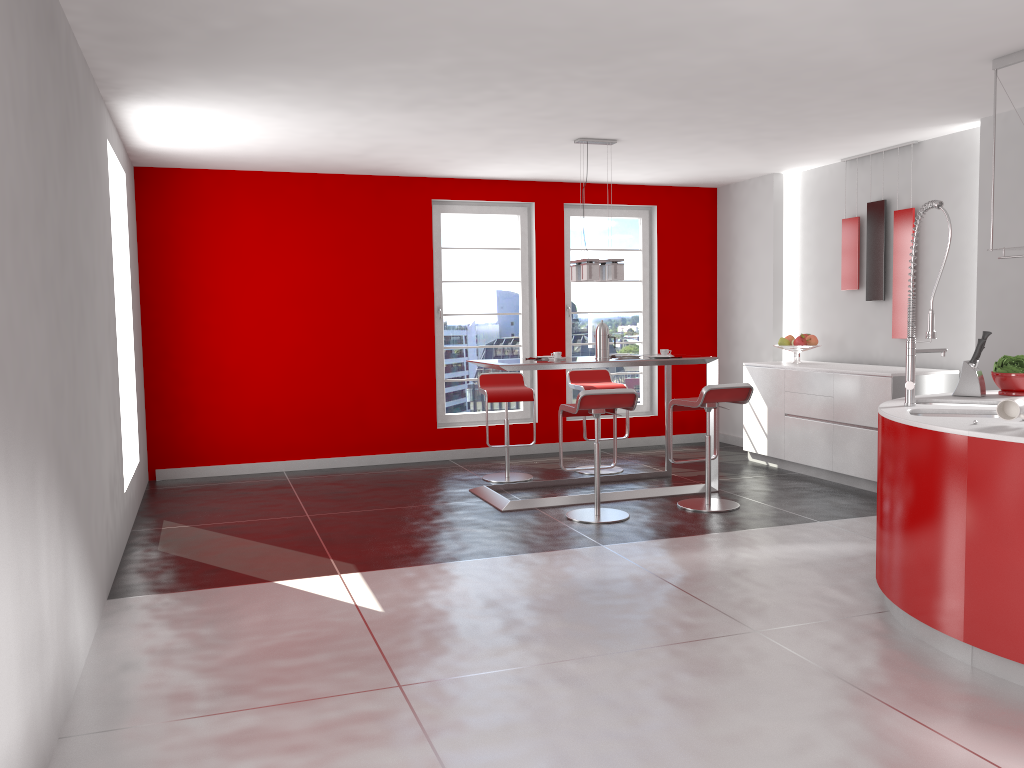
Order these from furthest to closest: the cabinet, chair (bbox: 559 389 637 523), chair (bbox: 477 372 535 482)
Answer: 1. chair (bbox: 477 372 535 482)
2. the cabinet
3. chair (bbox: 559 389 637 523)

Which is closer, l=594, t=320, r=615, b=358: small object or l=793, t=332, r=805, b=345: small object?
l=594, t=320, r=615, b=358: small object

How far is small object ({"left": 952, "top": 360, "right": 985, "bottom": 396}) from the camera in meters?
4.4

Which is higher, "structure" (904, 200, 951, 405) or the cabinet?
"structure" (904, 200, 951, 405)

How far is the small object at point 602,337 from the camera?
6.54m

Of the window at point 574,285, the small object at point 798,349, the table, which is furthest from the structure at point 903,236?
the window at point 574,285

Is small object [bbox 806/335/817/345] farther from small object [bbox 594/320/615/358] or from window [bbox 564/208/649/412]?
small object [bbox 594/320/615/358]

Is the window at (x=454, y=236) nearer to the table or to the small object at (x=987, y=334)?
the table

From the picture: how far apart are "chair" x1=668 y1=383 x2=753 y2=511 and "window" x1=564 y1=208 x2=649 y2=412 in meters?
2.6

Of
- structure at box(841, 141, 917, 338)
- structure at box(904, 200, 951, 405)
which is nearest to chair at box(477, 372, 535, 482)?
structure at box(841, 141, 917, 338)
